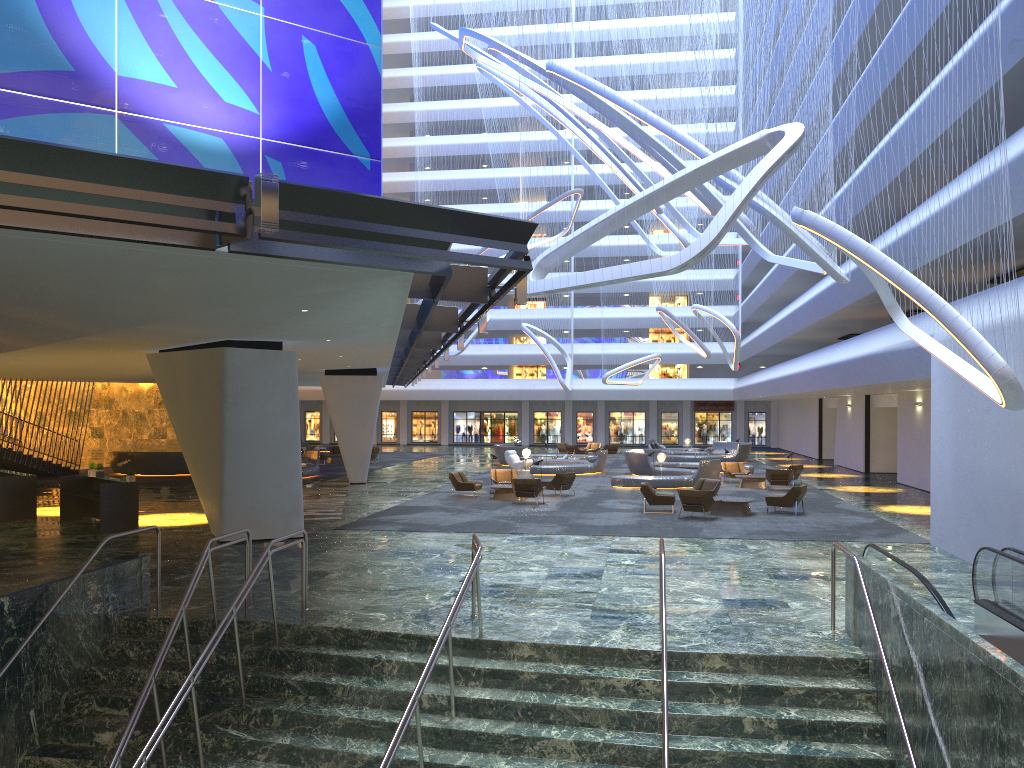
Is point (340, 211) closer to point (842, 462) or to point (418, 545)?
point (418, 545)

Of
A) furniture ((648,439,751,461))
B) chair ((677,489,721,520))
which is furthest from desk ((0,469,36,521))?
furniture ((648,439,751,461))

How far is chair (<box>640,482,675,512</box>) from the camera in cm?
2326

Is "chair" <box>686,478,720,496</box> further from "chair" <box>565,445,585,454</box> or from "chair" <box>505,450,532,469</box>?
"chair" <box>565,445,585,454</box>

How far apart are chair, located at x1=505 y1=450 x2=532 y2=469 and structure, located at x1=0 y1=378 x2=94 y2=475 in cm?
1832

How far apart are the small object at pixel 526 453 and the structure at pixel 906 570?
Result: 28.5m

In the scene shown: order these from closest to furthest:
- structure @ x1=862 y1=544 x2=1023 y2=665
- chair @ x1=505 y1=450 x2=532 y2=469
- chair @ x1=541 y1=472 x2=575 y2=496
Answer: structure @ x1=862 y1=544 x2=1023 y2=665 → chair @ x1=541 y1=472 x2=575 y2=496 → chair @ x1=505 y1=450 x2=532 y2=469

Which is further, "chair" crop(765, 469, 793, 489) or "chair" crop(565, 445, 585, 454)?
"chair" crop(565, 445, 585, 454)

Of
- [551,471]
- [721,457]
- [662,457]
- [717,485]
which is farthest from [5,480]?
[721,457]

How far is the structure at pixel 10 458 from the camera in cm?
3311
